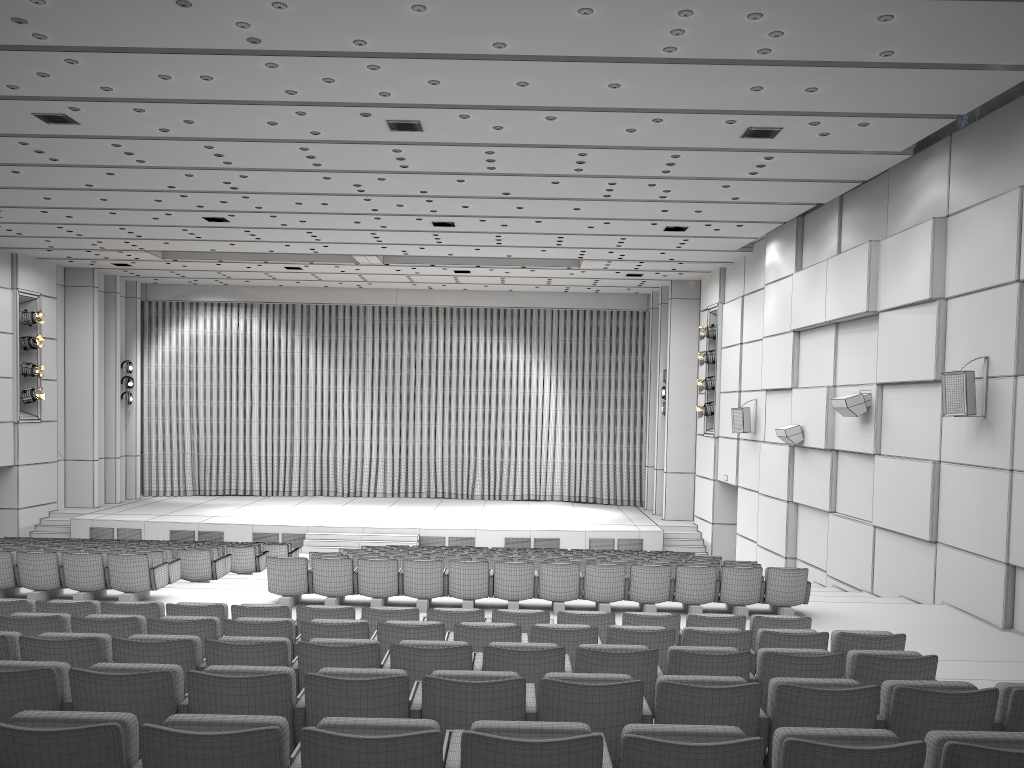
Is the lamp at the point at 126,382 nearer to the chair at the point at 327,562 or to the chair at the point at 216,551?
the chair at the point at 216,551

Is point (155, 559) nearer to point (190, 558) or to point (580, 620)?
point (190, 558)

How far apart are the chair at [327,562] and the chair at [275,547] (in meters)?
6.49

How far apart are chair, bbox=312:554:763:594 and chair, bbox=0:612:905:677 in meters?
4.9 m

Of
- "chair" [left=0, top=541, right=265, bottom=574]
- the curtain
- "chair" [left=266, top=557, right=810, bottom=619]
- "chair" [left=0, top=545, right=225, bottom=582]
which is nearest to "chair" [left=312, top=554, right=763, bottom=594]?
"chair" [left=266, top=557, right=810, bottom=619]

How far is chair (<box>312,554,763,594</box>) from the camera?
11.57m

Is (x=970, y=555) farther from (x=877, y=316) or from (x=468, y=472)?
(x=468, y=472)

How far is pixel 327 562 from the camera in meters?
10.5

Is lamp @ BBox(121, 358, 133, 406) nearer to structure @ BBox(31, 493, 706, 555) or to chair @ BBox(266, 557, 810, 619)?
structure @ BBox(31, 493, 706, 555)

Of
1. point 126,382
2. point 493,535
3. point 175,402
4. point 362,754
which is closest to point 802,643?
point 362,754
